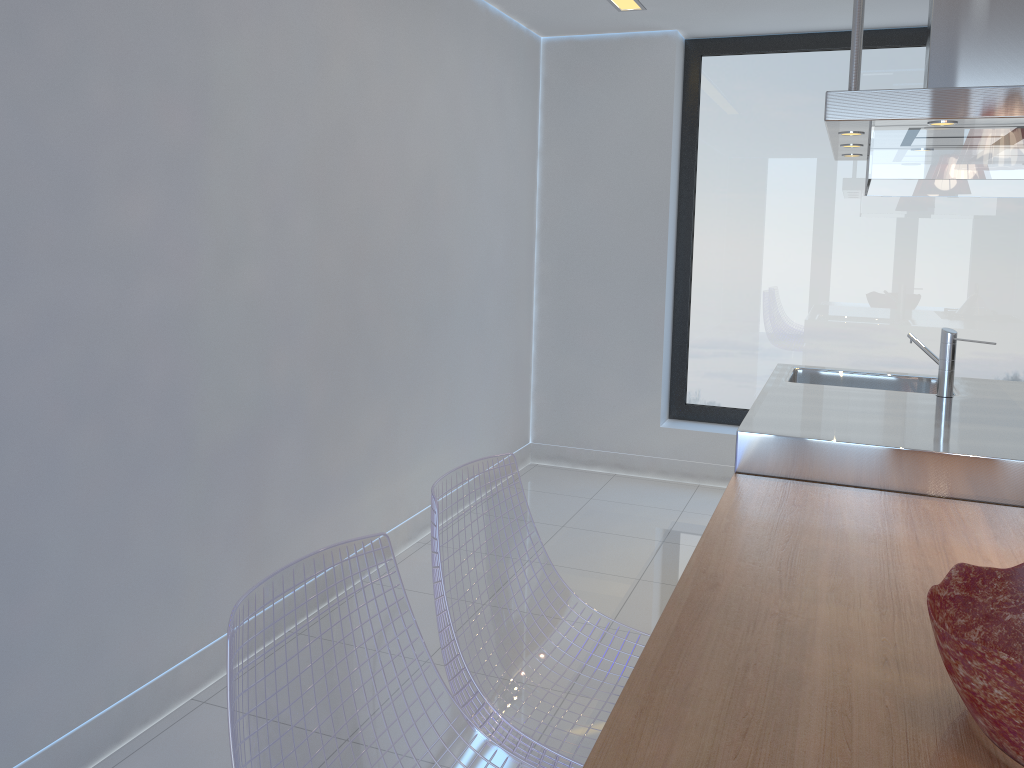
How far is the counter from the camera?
2.4m

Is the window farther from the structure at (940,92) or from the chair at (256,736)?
the chair at (256,736)

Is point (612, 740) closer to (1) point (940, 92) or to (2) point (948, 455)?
(2) point (948, 455)

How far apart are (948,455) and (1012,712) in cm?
137

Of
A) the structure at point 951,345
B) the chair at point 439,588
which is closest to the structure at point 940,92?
the structure at point 951,345

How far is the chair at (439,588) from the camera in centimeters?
172cm

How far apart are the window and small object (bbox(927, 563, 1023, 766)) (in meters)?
3.60

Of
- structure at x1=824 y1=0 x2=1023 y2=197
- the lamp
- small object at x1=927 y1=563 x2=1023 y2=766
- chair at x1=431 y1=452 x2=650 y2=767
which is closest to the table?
small object at x1=927 y1=563 x2=1023 y2=766

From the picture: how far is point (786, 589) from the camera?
1.8 meters

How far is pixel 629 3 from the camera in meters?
4.2 m
